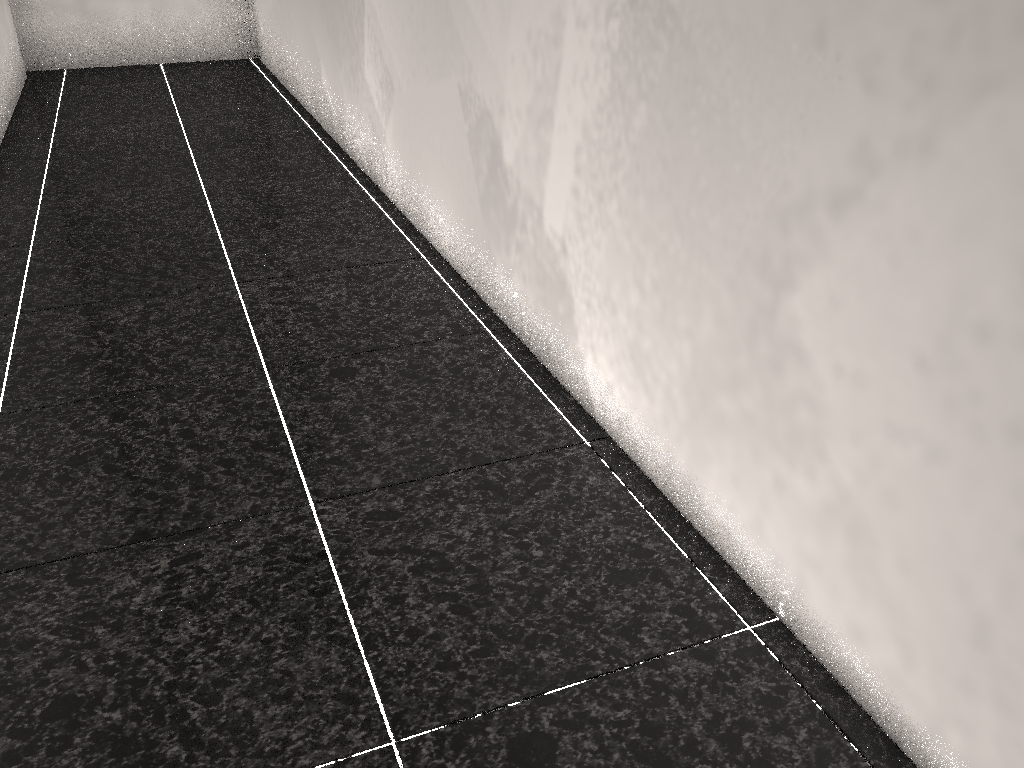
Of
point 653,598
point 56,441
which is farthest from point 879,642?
point 56,441

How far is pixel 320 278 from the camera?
2.7m
